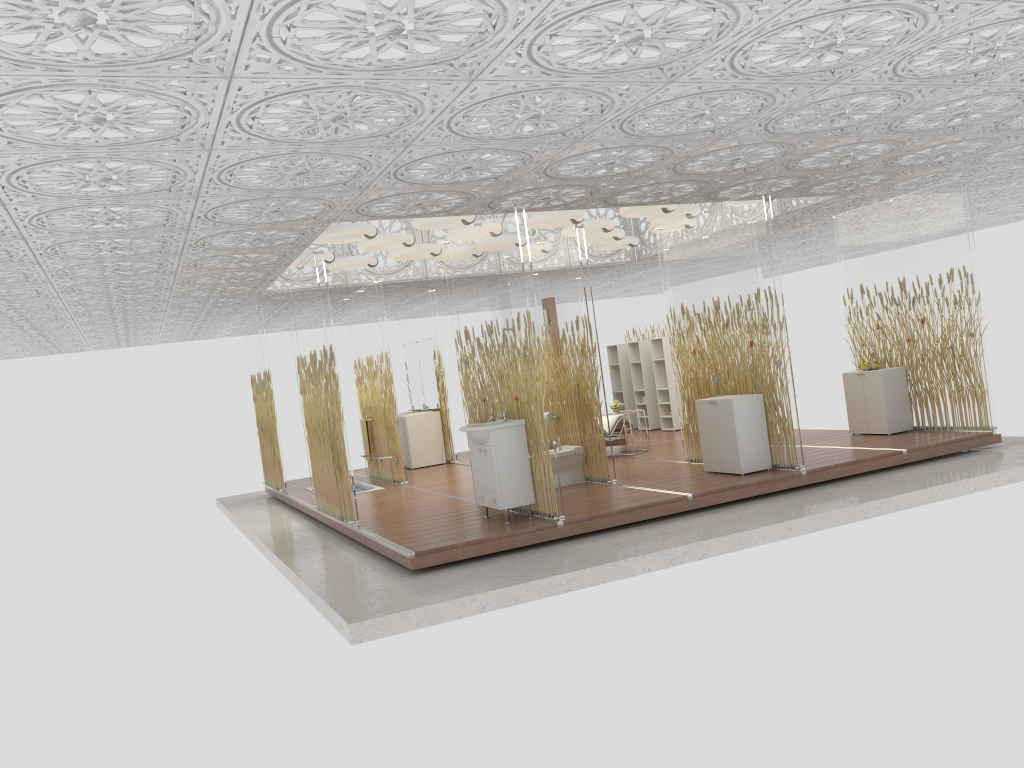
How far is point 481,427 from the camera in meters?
7.3

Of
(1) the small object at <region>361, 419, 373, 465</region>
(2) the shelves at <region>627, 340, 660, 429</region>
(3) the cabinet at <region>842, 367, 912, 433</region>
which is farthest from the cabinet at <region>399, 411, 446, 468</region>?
(3) the cabinet at <region>842, 367, 912, 433</region>

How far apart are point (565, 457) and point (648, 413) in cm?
553

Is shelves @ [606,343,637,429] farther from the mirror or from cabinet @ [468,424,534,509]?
cabinet @ [468,424,534,509]

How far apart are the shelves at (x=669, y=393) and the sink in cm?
644

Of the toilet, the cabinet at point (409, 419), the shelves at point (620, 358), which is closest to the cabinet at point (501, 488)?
the toilet

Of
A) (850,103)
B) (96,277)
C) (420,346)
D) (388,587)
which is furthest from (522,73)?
(420,346)

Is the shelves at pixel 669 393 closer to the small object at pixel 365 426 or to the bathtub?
the small object at pixel 365 426

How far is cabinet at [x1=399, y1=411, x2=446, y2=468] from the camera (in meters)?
13.14

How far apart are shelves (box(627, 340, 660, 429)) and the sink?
6.9 meters
